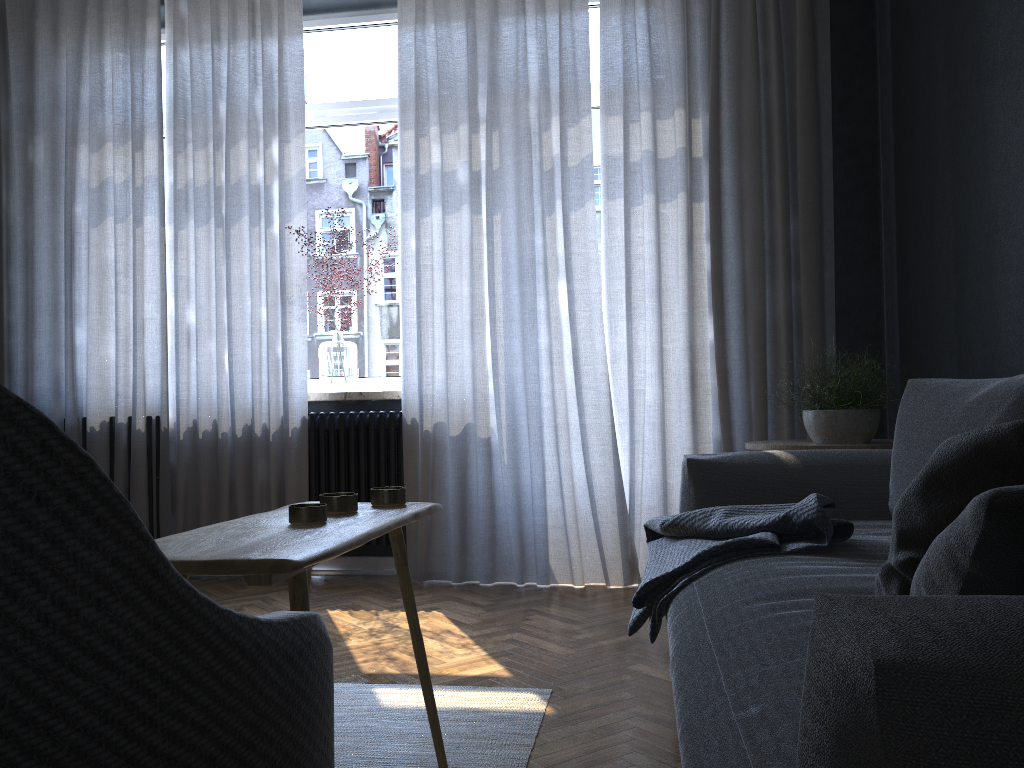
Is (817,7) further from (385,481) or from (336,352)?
(385,481)

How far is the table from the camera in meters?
1.1

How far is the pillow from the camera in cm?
65

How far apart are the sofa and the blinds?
1.05m

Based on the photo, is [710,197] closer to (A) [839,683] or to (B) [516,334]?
(B) [516,334]

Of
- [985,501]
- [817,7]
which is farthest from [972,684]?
[817,7]

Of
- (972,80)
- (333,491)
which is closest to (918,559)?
(972,80)

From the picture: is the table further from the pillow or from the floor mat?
the pillow

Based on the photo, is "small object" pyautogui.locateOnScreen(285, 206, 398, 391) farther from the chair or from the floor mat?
the chair

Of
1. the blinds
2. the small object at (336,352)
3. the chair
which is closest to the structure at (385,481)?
the blinds
